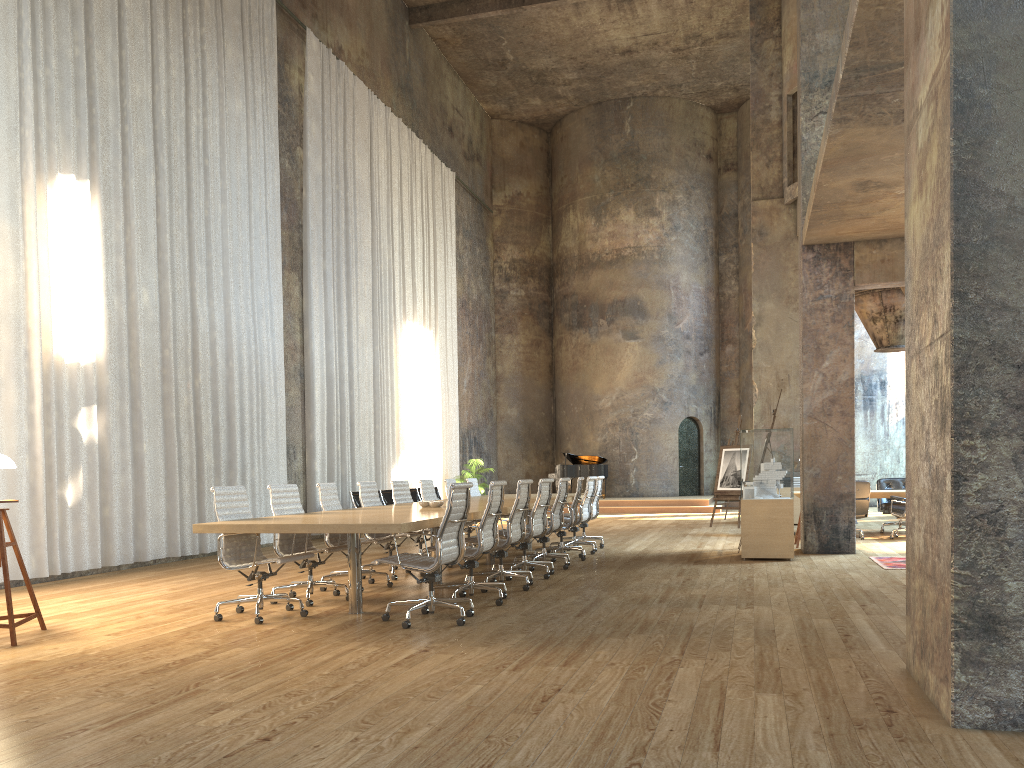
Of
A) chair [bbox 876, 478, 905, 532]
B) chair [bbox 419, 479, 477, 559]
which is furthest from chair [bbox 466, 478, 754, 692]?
chair [bbox 876, 478, 905, 532]

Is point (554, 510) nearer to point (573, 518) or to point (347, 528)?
point (573, 518)

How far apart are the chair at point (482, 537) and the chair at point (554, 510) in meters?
2.1

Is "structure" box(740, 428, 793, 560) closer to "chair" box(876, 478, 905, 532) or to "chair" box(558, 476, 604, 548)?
"chair" box(558, 476, 604, 548)

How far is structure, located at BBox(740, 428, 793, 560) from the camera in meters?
10.1

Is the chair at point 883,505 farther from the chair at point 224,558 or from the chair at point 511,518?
the chair at point 224,558

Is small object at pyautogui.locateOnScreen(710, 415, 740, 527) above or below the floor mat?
above

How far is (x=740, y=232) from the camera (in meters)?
26.41

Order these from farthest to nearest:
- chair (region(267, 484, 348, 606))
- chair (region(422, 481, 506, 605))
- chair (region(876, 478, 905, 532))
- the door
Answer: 1. the door
2. chair (region(876, 478, 905, 532))
3. chair (region(267, 484, 348, 606))
4. chair (region(422, 481, 506, 605))

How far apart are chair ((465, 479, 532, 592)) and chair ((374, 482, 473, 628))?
1.31m
